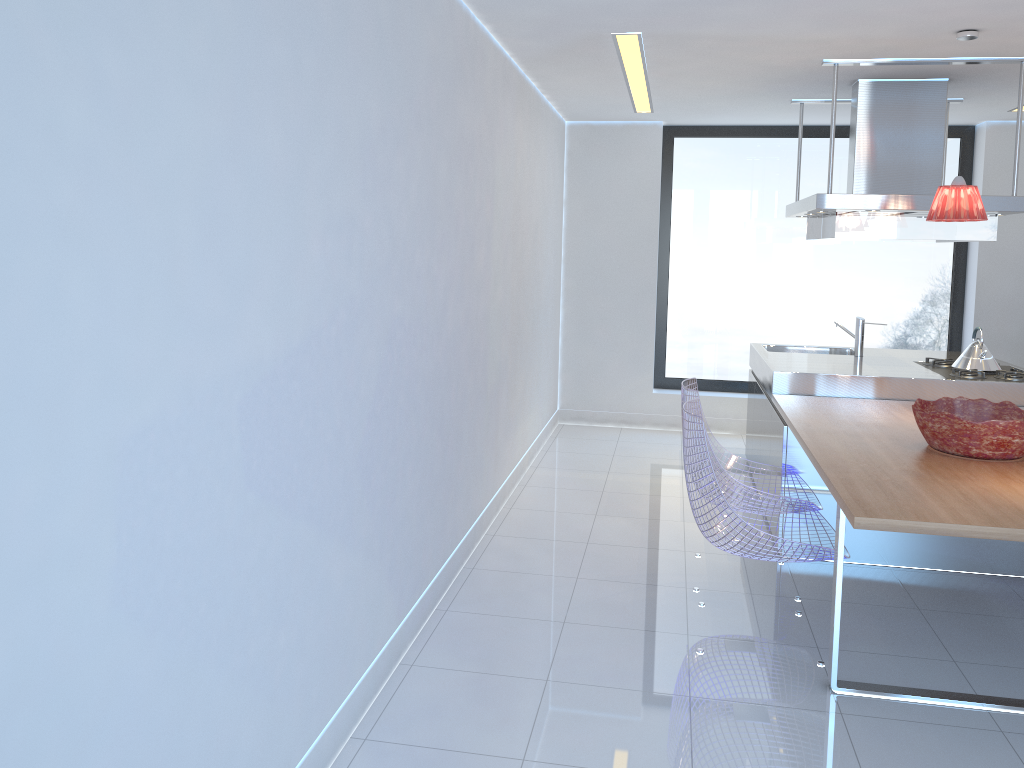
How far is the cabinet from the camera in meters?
4.2 m

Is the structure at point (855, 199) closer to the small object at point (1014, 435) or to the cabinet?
the cabinet

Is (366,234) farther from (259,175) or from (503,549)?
(503,549)

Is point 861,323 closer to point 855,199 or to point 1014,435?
point 855,199

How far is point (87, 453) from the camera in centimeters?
143cm

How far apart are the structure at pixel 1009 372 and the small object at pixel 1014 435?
1.1 meters

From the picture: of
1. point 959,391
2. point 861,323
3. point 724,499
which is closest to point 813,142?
point 861,323

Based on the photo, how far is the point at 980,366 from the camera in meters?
4.9

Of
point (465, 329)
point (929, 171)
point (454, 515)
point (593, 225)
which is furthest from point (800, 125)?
point (454, 515)

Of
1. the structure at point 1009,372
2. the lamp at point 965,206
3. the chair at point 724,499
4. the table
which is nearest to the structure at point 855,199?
the lamp at point 965,206
